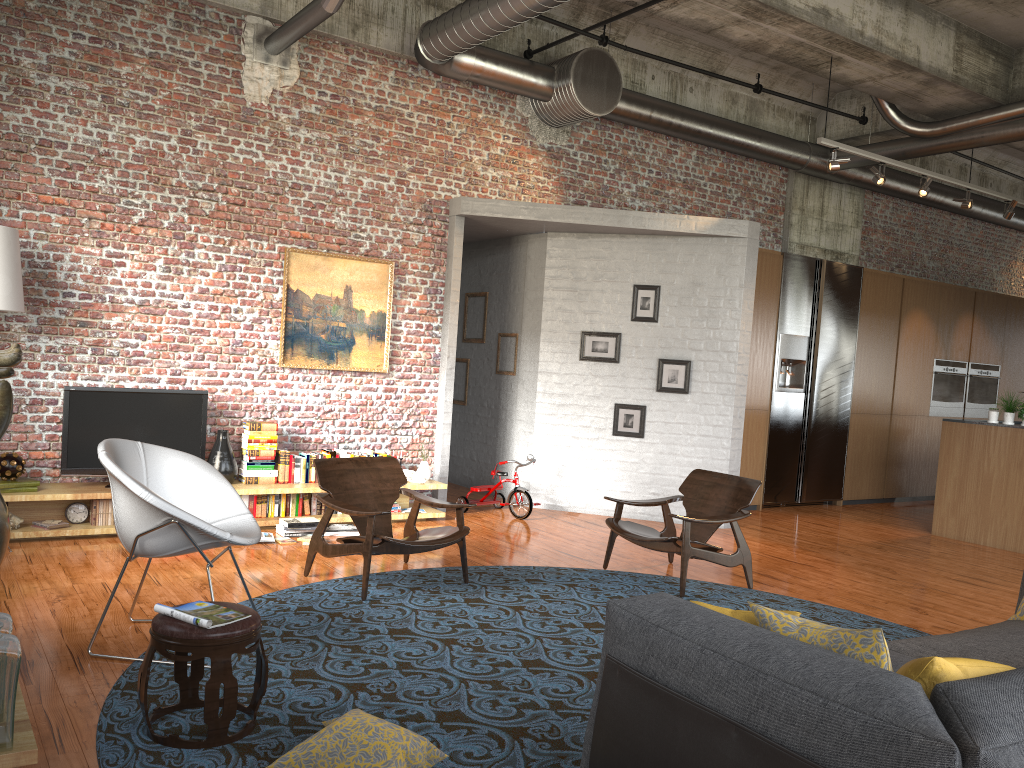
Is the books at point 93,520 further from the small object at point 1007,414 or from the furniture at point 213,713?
the small object at point 1007,414

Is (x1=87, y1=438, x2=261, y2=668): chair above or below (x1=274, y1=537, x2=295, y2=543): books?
above

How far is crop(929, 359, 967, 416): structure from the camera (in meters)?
12.30

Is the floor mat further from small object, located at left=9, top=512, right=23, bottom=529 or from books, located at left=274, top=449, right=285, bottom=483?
Answer: small object, located at left=9, top=512, right=23, bottom=529

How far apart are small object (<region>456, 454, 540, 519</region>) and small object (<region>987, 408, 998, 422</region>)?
4.8 meters

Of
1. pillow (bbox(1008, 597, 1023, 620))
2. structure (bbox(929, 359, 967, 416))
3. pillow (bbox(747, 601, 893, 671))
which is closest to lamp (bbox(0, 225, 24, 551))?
pillow (bbox(747, 601, 893, 671))

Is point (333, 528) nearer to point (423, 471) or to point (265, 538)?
point (265, 538)

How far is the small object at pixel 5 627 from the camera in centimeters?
269cm

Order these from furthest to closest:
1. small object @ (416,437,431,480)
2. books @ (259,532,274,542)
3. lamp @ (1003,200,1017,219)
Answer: lamp @ (1003,200,1017,219) → small object @ (416,437,431,480) → books @ (259,532,274,542)

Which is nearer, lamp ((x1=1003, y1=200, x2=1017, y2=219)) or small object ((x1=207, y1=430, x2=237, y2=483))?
small object ((x1=207, y1=430, x2=237, y2=483))
